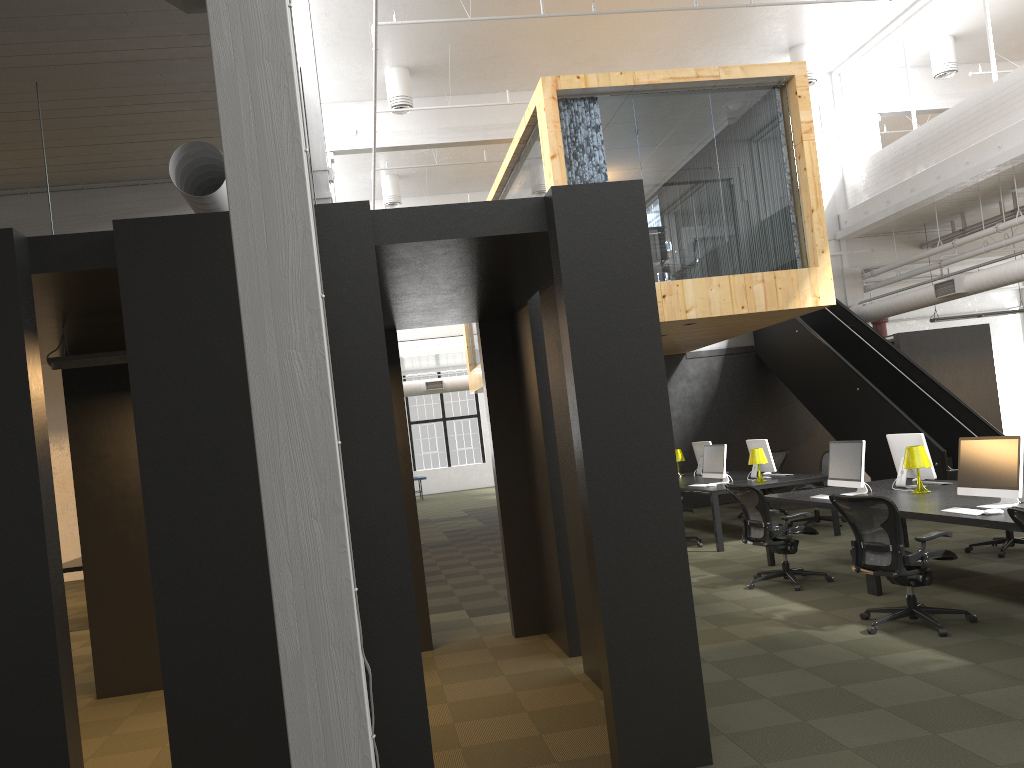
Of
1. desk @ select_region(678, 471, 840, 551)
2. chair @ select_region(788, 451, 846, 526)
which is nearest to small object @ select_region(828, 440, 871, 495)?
desk @ select_region(678, 471, 840, 551)

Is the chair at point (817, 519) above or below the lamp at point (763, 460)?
below

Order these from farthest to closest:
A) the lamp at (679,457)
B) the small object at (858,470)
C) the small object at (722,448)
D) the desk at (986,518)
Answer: the lamp at (679,457) → the small object at (722,448) → the small object at (858,470) → the desk at (986,518)

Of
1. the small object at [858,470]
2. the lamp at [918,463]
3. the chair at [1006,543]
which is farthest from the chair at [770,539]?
the chair at [1006,543]

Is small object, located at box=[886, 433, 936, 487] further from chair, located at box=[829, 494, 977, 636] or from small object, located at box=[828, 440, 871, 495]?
chair, located at box=[829, 494, 977, 636]

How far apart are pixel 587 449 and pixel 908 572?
3.22m

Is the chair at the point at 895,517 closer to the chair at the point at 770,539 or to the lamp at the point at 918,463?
the chair at the point at 770,539

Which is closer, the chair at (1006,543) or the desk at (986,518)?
the desk at (986,518)

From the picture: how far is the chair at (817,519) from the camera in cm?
1214

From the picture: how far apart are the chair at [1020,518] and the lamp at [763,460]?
6.4 meters
